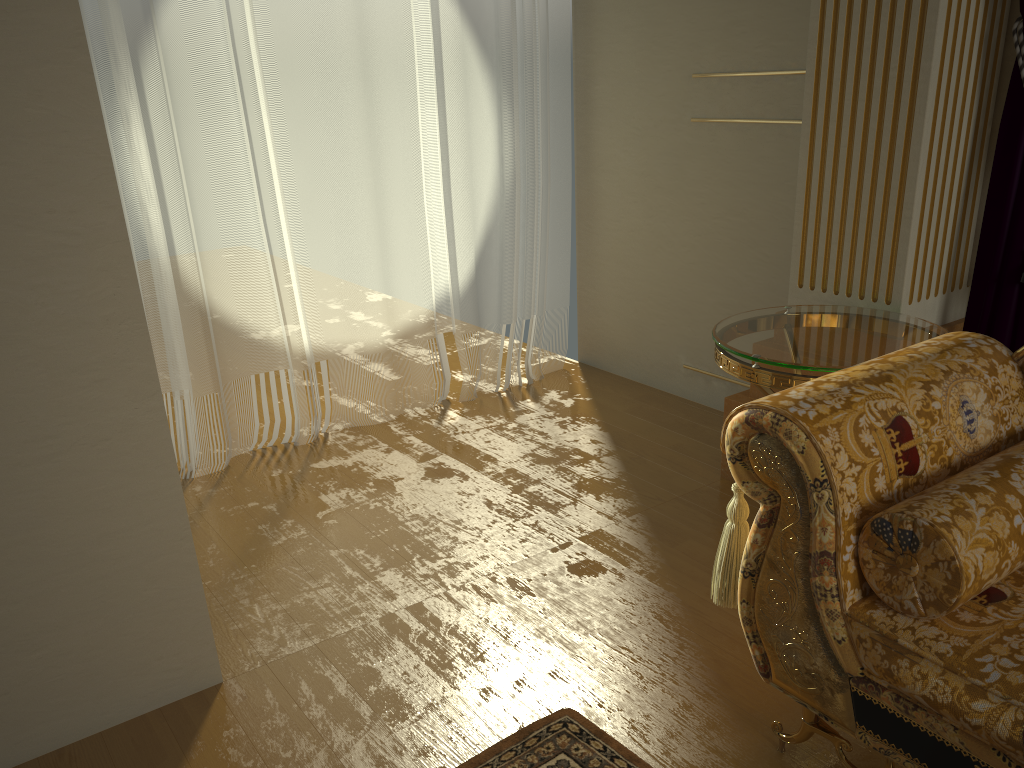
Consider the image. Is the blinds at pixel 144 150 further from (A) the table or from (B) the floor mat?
(B) the floor mat

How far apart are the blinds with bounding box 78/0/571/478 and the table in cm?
148

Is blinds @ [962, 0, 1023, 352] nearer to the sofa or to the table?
the table

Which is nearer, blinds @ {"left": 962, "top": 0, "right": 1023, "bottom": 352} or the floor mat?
the floor mat

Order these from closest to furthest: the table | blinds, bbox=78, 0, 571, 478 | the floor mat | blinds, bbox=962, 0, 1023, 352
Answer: the floor mat, the table, blinds, bbox=962, 0, 1023, 352, blinds, bbox=78, 0, 571, 478

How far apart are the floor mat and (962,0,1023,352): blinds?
1.5 meters

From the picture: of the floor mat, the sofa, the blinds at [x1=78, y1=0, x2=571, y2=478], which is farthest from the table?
the blinds at [x1=78, y1=0, x2=571, y2=478]

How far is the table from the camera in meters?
2.0 m

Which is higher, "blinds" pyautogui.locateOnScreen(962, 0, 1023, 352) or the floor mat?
"blinds" pyautogui.locateOnScreen(962, 0, 1023, 352)

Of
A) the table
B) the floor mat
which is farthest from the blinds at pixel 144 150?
the floor mat
